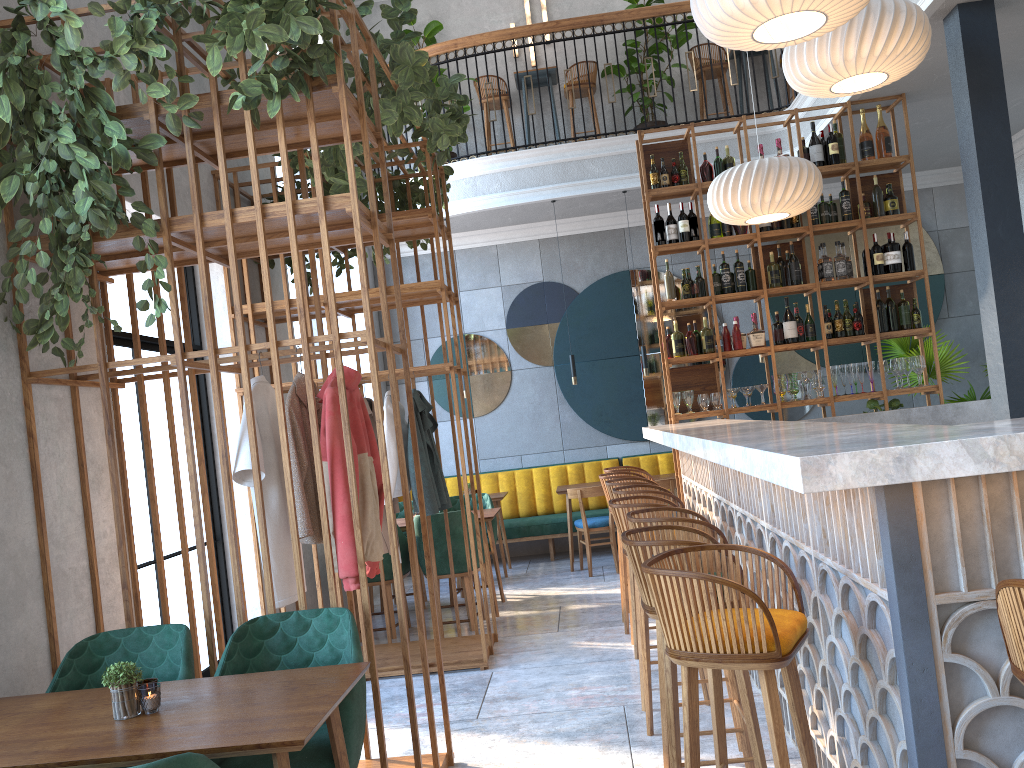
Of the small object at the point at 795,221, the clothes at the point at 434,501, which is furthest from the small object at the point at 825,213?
the clothes at the point at 434,501

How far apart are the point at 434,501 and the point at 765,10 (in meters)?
3.18

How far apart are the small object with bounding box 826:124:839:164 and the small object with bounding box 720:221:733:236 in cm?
88

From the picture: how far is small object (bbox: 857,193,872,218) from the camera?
6.6m

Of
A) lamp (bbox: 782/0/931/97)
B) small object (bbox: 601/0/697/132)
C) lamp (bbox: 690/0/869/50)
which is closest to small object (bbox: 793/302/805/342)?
lamp (bbox: 782/0/931/97)

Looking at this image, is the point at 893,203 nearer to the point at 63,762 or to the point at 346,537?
the point at 346,537

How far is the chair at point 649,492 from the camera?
4.45m

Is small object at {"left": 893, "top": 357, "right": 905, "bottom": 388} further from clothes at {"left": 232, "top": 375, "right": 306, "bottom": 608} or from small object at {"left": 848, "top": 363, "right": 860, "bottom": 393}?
clothes at {"left": 232, "top": 375, "right": 306, "bottom": 608}

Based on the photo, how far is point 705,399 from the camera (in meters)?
6.62

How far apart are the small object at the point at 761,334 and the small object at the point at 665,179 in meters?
1.3
